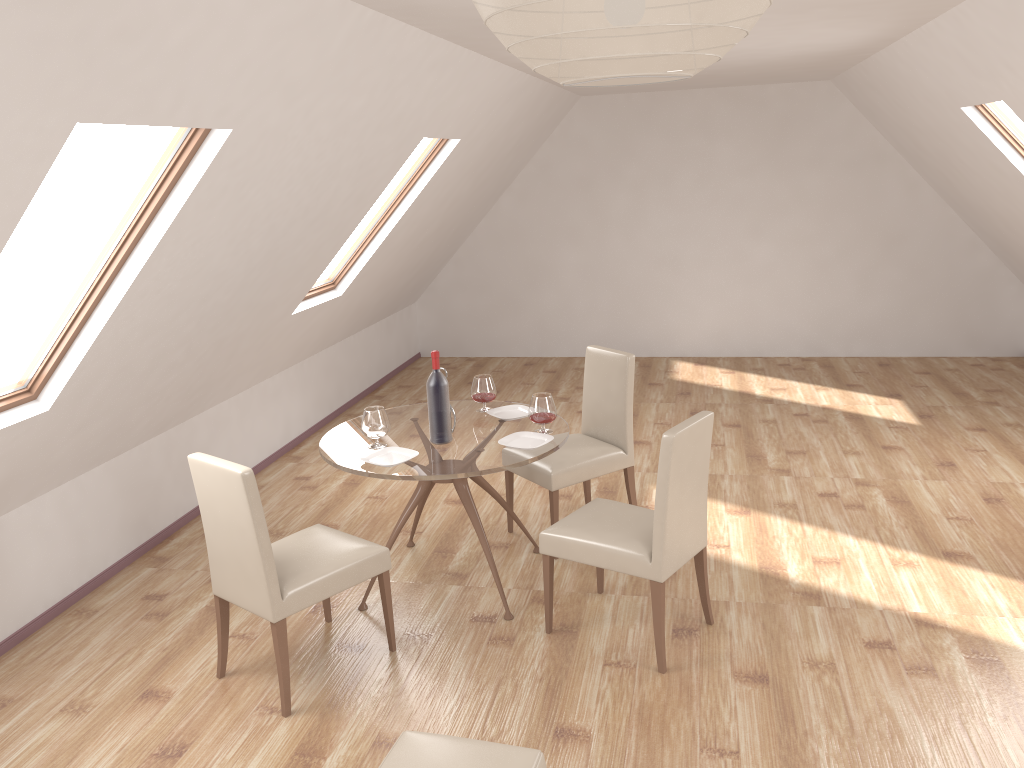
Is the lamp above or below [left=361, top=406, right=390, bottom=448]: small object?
above

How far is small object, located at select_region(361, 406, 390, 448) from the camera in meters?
4.0 m

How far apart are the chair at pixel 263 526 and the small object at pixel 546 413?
0.95m

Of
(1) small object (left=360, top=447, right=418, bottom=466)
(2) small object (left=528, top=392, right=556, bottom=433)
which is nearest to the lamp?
(1) small object (left=360, top=447, right=418, bottom=466)

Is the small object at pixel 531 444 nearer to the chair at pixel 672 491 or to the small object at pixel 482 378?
the chair at pixel 672 491

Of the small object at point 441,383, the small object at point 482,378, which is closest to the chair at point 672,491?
the small object at point 441,383

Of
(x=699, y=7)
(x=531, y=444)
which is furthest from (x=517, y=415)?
(x=699, y=7)

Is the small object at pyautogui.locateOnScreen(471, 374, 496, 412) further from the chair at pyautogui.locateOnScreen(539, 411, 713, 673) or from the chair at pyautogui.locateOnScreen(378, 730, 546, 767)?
the chair at pyautogui.locateOnScreen(378, 730, 546, 767)

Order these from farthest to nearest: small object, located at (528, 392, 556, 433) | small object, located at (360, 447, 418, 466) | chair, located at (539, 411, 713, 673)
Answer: small object, located at (528, 392, 556, 433)
small object, located at (360, 447, 418, 466)
chair, located at (539, 411, 713, 673)

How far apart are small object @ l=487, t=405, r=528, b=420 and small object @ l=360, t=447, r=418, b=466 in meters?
0.7
